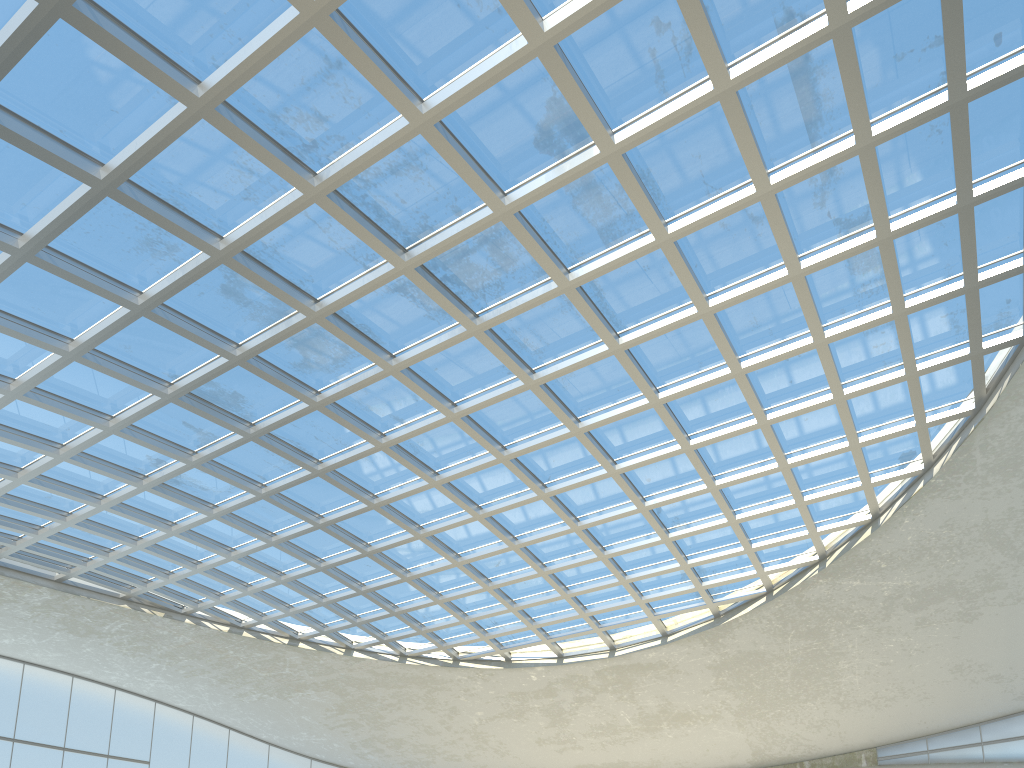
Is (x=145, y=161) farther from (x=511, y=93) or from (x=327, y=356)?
(x=327, y=356)
